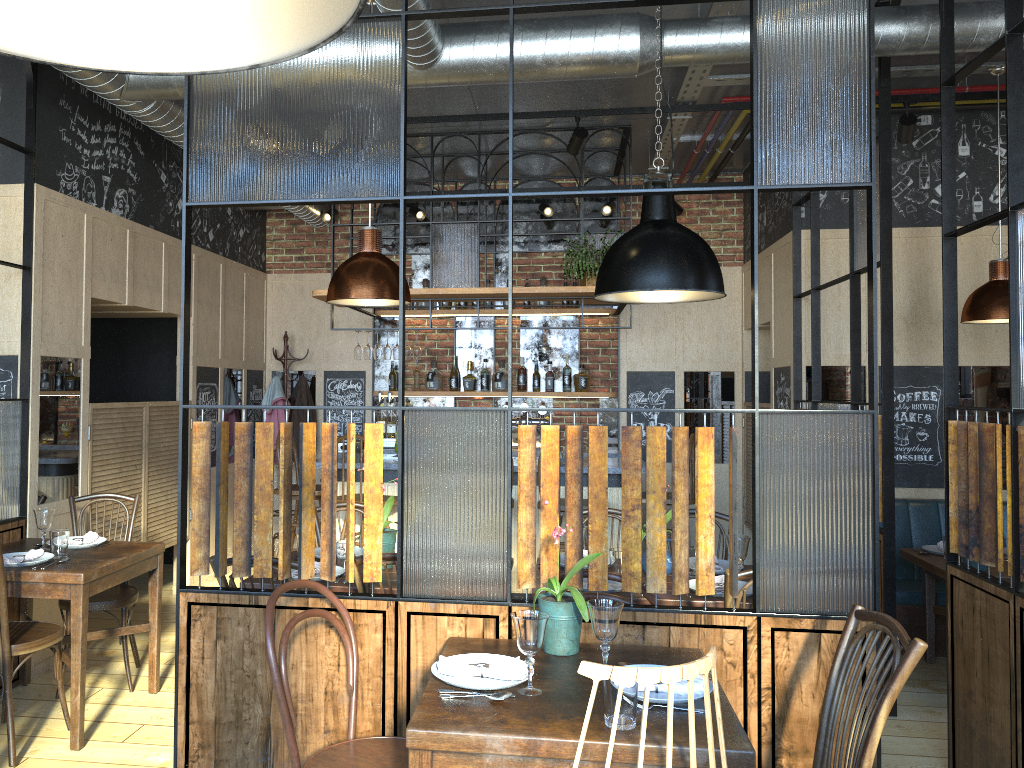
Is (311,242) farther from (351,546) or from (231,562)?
(351,546)

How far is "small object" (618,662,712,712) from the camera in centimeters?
221cm

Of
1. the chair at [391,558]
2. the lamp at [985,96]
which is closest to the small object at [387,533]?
the chair at [391,558]

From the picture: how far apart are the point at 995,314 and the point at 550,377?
3.6 meters

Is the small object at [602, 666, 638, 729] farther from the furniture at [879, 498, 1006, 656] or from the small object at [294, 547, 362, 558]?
the furniture at [879, 498, 1006, 656]

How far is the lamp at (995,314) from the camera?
4.65m

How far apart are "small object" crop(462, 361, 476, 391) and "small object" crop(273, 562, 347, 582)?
4.02m

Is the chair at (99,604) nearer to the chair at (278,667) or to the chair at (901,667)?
the chair at (278,667)

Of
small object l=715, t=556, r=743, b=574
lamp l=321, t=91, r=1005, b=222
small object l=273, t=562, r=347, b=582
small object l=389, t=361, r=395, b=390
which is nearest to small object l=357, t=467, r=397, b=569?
small object l=273, t=562, r=347, b=582

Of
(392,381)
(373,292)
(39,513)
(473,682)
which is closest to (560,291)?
(392,381)
